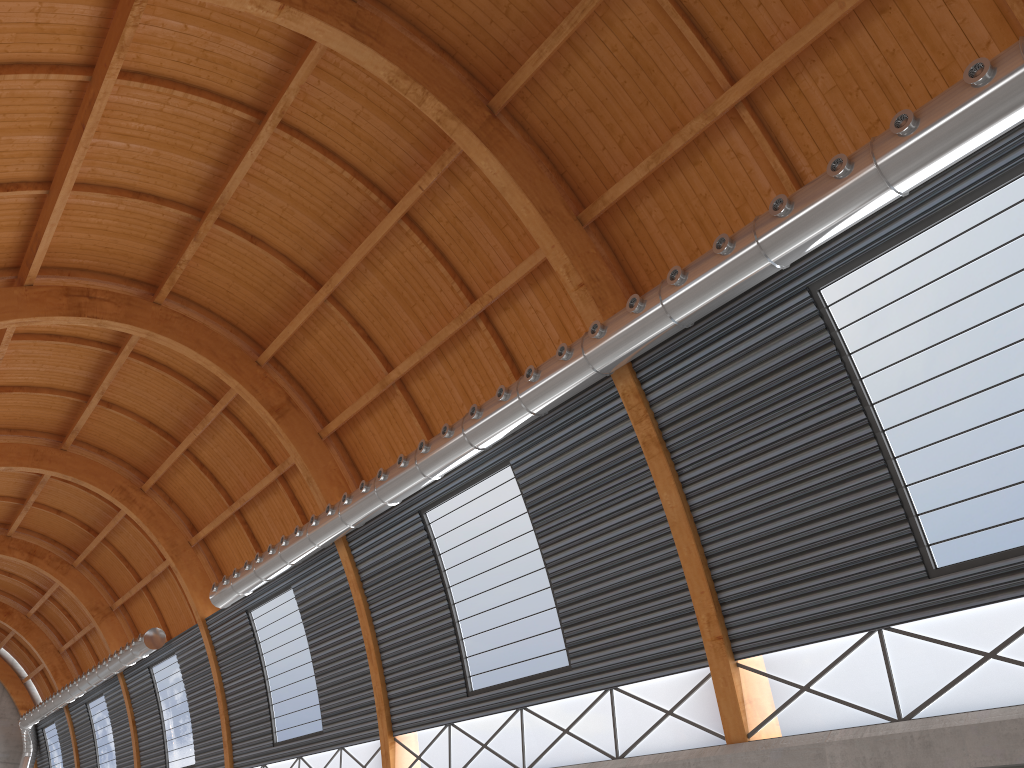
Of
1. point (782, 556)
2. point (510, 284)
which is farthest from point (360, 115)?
point (782, 556)

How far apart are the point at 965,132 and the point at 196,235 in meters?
24.3
